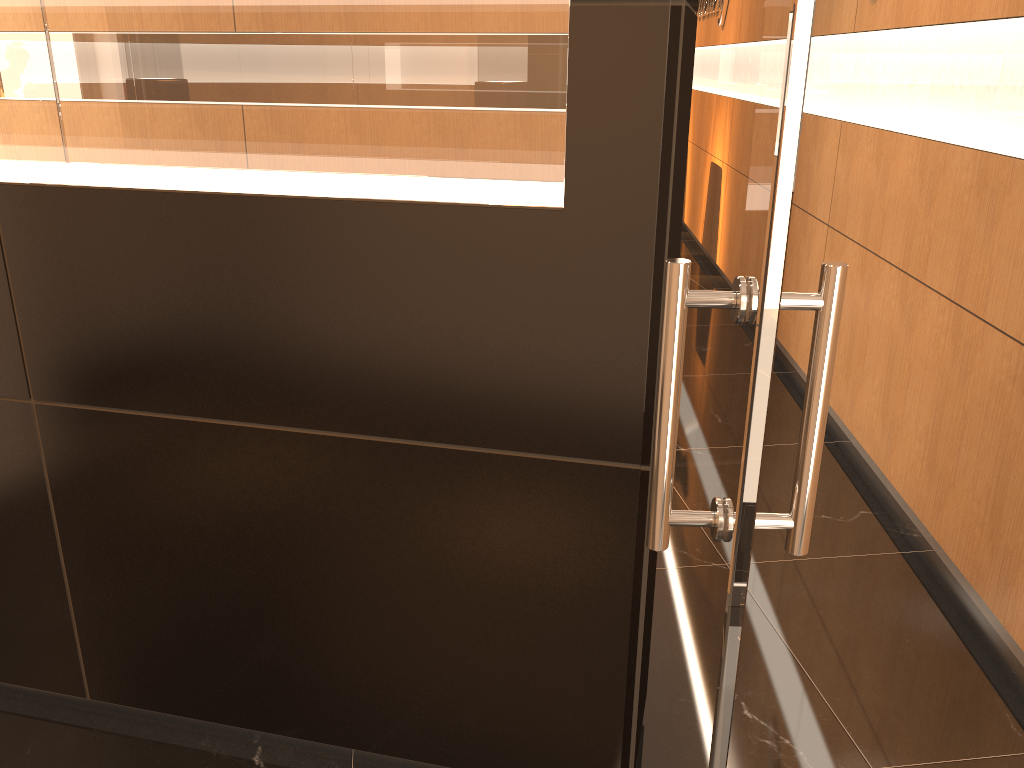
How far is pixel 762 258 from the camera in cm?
79

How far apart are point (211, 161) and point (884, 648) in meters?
2.4

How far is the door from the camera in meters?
0.8

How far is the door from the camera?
0.8 meters
